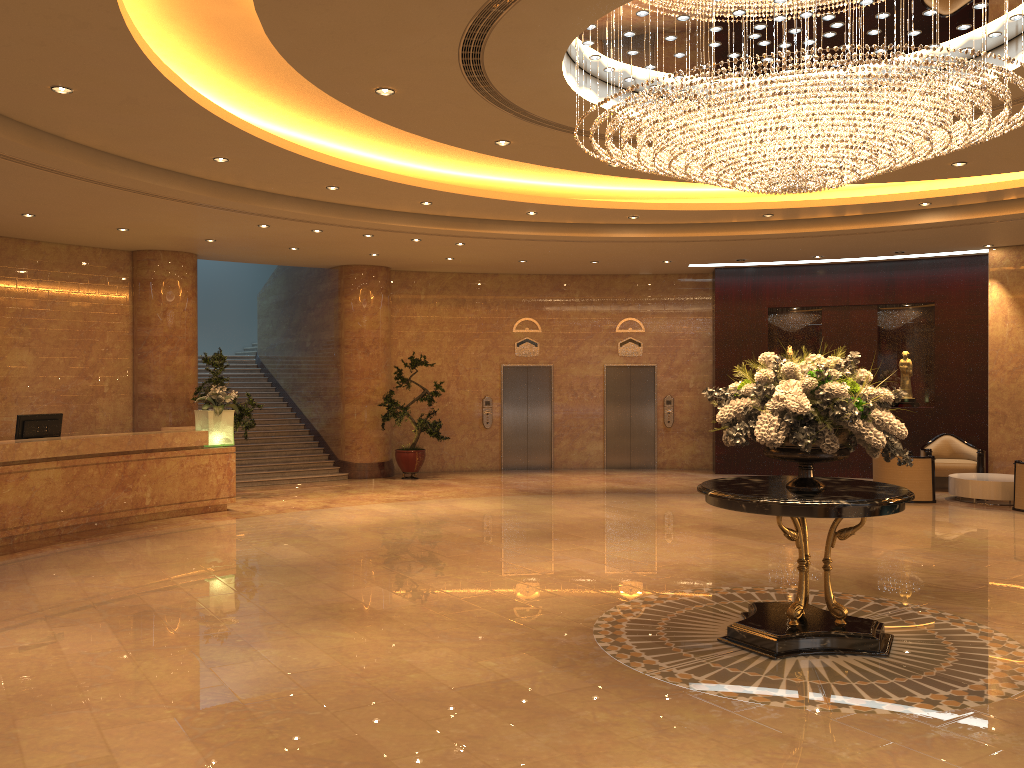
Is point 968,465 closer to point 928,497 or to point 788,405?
point 928,497

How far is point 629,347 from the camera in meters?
18.1 m

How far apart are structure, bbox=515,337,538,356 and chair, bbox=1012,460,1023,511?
8.85m

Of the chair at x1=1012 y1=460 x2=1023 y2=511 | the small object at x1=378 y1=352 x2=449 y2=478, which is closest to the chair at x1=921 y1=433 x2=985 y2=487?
the chair at x1=1012 y1=460 x2=1023 y2=511

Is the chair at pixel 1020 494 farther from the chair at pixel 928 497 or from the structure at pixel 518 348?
the structure at pixel 518 348

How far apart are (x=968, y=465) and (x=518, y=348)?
8.38m

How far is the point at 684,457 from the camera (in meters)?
18.07

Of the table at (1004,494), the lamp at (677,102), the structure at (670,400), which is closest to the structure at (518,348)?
the structure at (670,400)

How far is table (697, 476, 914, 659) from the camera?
5.8 meters

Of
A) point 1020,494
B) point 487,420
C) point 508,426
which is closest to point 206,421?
point 487,420
